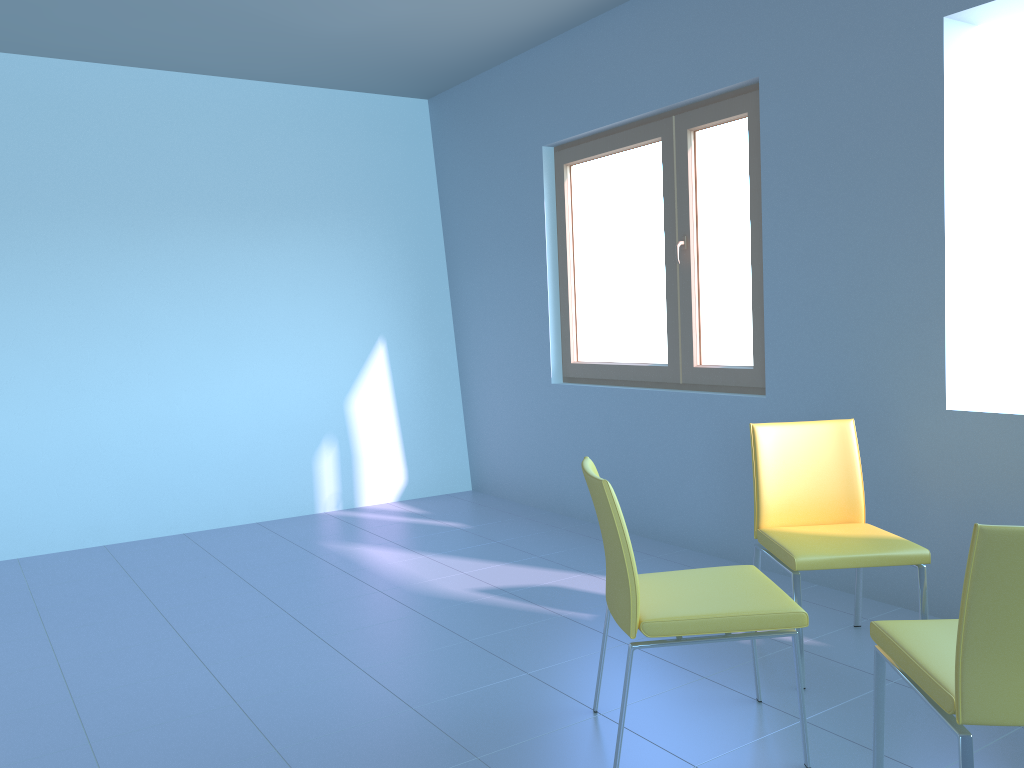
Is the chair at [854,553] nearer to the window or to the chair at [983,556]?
the chair at [983,556]

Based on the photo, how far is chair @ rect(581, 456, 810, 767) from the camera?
2.0m

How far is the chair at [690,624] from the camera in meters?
2.0

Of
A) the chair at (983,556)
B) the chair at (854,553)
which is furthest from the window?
the chair at (983,556)

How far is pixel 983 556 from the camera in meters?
1.5

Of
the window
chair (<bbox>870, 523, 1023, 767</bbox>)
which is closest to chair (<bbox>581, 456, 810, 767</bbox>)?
chair (<bbox>870, 523, 1023, 767</bbox>)

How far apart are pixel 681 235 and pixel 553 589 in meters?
1.7

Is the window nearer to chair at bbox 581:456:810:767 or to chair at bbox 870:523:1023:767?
chair at bbox 581:456:810:767

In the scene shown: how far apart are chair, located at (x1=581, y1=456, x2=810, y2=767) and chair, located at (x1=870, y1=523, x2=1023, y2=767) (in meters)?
0.15

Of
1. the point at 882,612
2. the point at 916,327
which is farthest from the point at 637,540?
the point at 916,327
